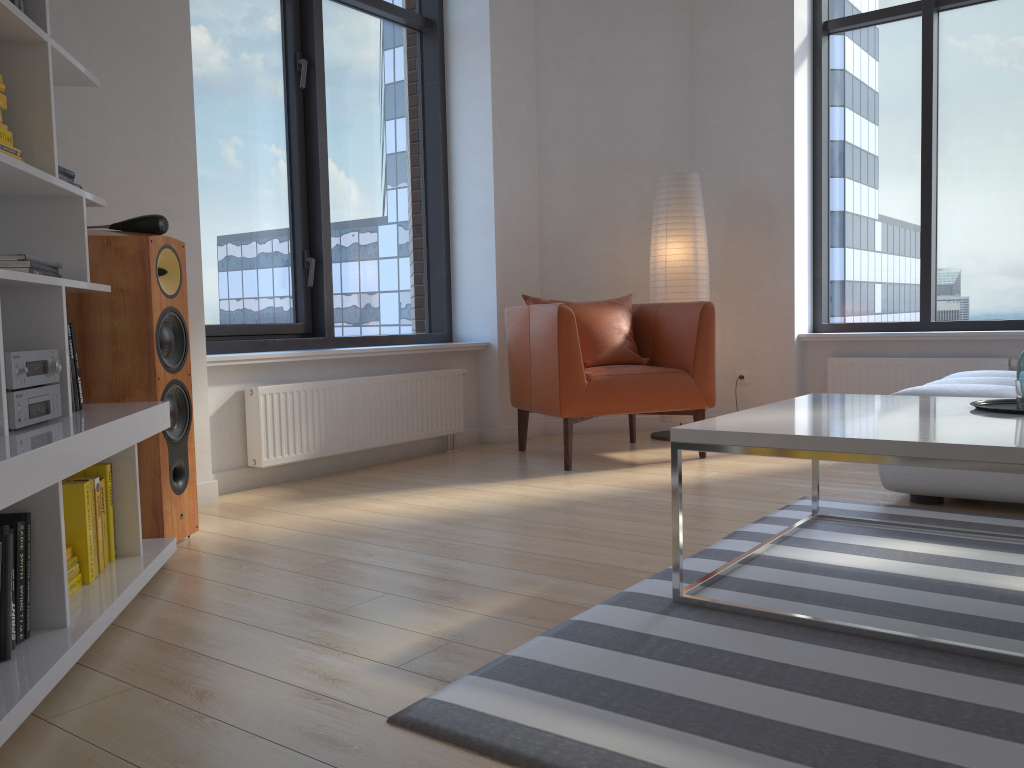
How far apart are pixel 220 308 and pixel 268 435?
0.71m

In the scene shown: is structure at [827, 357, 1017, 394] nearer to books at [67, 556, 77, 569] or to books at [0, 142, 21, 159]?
books at [67, 556, 77, 569]

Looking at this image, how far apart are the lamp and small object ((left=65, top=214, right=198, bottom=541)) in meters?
2.9

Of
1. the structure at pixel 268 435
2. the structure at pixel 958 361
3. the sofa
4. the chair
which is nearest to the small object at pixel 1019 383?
the sofa

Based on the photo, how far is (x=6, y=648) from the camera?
1.72m

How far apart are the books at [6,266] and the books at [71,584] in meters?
0.8

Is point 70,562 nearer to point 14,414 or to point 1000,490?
point 14,414

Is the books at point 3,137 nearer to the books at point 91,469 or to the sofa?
the books at point 91,469

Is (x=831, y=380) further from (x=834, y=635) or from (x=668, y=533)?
(x=834, y=635)

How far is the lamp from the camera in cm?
508
